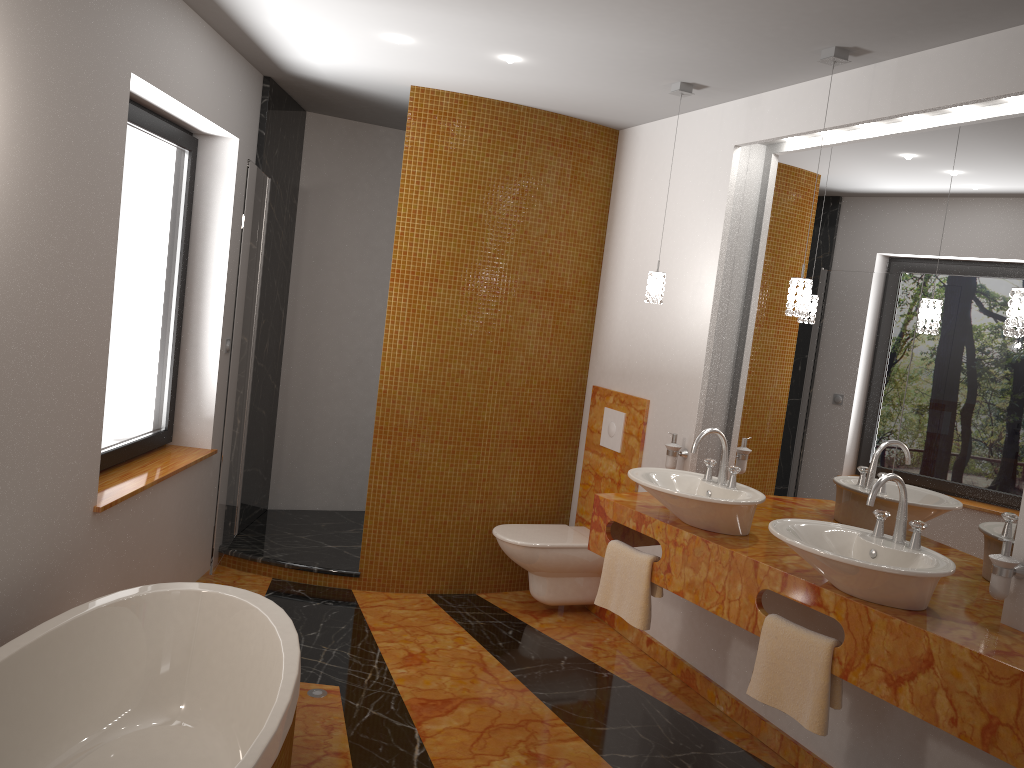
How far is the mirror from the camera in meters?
2.7 m

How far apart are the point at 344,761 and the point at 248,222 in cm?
235

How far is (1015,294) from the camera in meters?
2.4

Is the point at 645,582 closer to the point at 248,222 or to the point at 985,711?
the point at 985,711

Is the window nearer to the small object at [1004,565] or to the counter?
the counter

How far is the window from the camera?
3.6m

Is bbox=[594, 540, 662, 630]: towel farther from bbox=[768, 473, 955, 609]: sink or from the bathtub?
the bathtub

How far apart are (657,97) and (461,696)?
2.66m

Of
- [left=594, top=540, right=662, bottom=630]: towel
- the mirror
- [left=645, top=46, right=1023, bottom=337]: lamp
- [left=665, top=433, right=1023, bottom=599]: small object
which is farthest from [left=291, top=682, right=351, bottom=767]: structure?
[left=645, top=46, right=1023, bottom=337]: lamp

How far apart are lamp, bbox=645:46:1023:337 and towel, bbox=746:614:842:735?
1.0 meters
